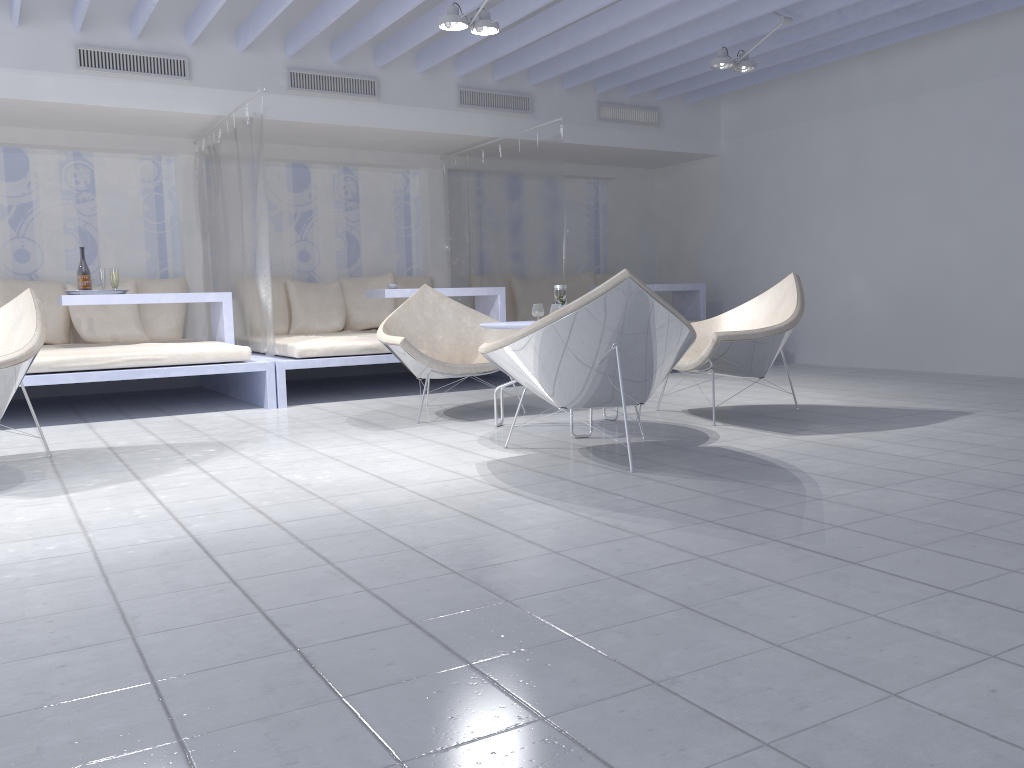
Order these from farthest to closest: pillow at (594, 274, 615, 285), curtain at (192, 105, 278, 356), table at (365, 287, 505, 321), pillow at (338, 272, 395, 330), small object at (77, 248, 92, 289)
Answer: pillow at (594, 274, 615, 285), pillow at (338, 272, 395, 330), table at (365, 287, 505, 321), small object at (77, 248, 92, 289), curtain at (192, 105, 278, 356)

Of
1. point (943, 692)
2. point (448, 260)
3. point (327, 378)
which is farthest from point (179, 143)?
point (943, 692)

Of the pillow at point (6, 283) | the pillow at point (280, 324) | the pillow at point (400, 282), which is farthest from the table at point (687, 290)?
the pillow at point (6, 283)

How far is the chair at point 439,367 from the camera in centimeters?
478cm

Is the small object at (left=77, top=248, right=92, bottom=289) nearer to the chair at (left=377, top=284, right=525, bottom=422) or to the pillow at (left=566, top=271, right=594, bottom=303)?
the chair at (left=377, top=284, right=525, bottom=422)

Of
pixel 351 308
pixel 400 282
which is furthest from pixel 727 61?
pixel 351 308

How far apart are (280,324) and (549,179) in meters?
2.6

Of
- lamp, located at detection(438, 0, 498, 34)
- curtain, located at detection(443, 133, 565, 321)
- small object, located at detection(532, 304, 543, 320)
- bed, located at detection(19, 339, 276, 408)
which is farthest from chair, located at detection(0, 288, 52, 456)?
curtain, located at detection(443, 133, 565, 321)

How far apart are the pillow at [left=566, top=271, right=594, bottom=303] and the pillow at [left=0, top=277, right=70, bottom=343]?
4.6 meters

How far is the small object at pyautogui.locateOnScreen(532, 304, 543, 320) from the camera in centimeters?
468cm
